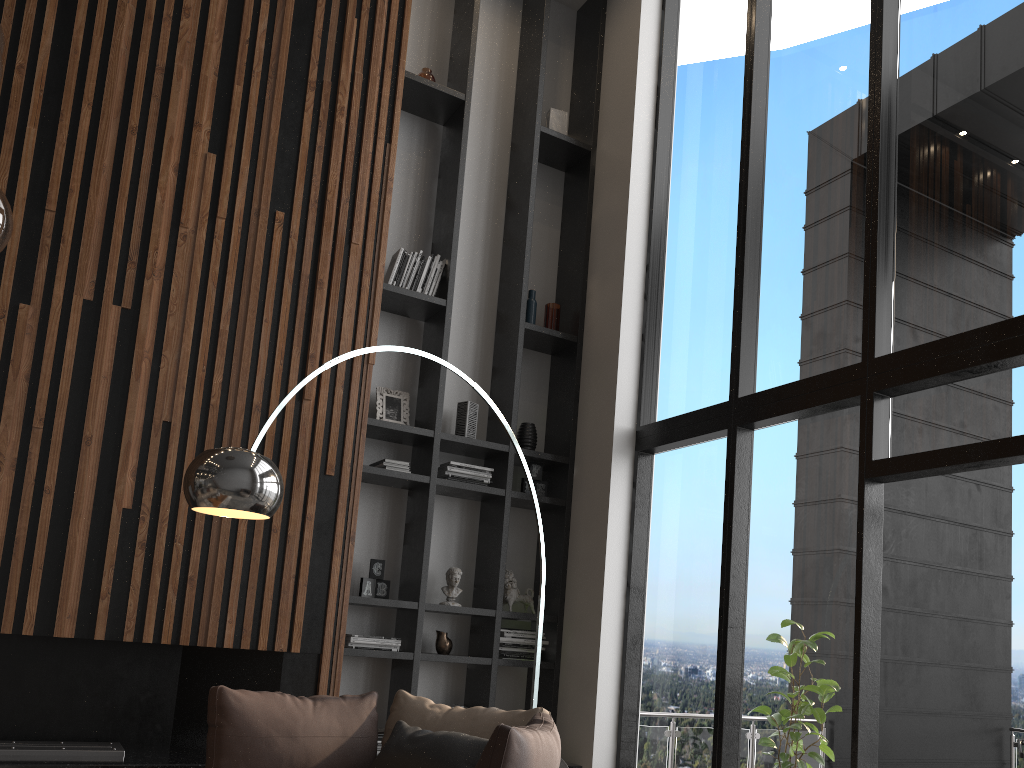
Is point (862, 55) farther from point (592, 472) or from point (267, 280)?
point (267, 280)

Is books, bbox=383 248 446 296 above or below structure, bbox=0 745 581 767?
above

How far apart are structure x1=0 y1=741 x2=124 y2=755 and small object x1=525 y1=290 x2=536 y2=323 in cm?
338

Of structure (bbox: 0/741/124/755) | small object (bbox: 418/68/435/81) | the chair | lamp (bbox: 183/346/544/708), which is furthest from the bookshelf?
structure (bbox: 0/741/124/755)

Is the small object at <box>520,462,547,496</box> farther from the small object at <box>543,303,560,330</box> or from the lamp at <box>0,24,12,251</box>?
the lamp at <box>0,24,12,251</box>

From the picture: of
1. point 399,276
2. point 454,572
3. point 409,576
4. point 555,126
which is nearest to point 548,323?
point 399,276

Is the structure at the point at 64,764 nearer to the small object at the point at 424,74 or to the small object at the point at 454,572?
the small object at the point at 454,572

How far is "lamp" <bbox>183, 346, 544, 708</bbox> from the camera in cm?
275

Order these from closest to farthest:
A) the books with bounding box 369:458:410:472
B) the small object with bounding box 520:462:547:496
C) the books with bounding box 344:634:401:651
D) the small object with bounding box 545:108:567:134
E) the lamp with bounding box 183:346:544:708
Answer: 1. the lamp with bounding box 183:346:544:708
2. the books with bounding box 344:634:401:651
3. the books with bounding box 369:458:410:472
4. the small object with bounding box 520:462:547:496
5. the small object with bounding box 545:108:567:134

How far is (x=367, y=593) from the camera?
5.0m
